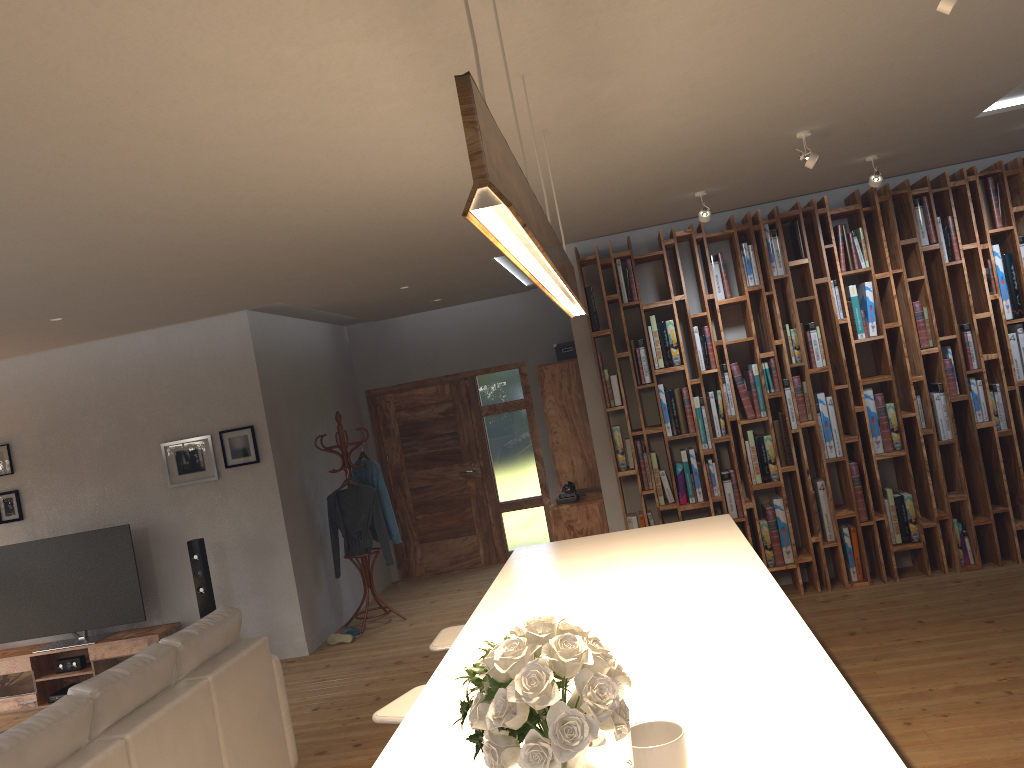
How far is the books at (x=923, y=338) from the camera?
6.1m

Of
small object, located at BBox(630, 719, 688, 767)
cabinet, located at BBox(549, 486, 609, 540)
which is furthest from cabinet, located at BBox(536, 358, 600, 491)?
small object, located at BBox(630, 719, 688, 767)

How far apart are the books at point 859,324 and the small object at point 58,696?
6.6m

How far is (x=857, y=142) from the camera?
4.7m

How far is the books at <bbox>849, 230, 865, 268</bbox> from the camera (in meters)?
6.14

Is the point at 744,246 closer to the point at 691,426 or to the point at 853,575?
the point at 691,426

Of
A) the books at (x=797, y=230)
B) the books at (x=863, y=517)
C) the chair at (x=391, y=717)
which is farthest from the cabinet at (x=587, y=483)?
the chair at (x=391, y=717)

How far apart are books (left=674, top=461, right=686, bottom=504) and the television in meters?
4.3 m

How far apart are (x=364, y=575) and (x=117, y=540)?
2.0 meters

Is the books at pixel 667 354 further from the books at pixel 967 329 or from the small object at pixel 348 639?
the small object at pixel 348 639
